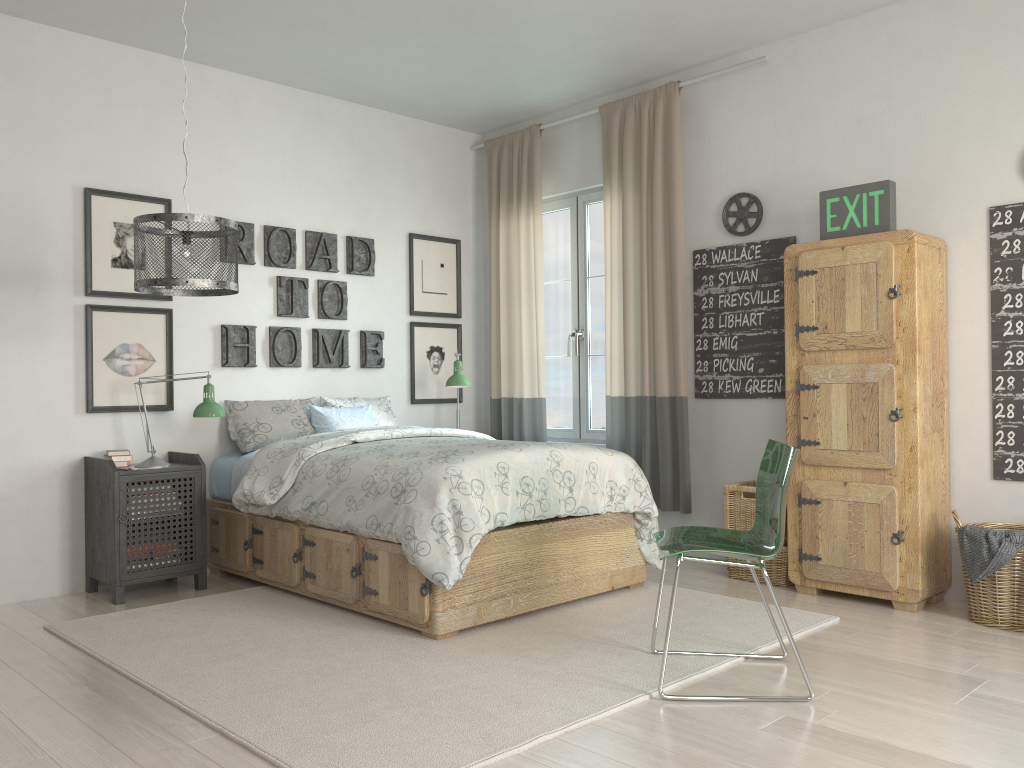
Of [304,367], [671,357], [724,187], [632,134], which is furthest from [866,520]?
[304,367]

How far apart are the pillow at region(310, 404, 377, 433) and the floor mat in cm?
95

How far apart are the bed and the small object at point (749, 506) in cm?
43

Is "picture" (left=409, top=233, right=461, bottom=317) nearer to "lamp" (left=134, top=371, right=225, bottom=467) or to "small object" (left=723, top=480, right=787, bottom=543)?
"lamp" (left=134, top=371, right=225, bottom=467)

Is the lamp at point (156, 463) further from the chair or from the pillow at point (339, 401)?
the chair

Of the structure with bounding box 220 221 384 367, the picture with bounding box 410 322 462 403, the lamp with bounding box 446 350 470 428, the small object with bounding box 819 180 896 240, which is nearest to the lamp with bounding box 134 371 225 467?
the structure with bounding box 220 221 384 367

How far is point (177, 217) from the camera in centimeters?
320cm

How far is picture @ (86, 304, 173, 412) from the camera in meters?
4.3

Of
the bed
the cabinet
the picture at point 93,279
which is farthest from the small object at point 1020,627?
the picture at point 93,279

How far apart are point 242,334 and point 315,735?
2.8 meters
